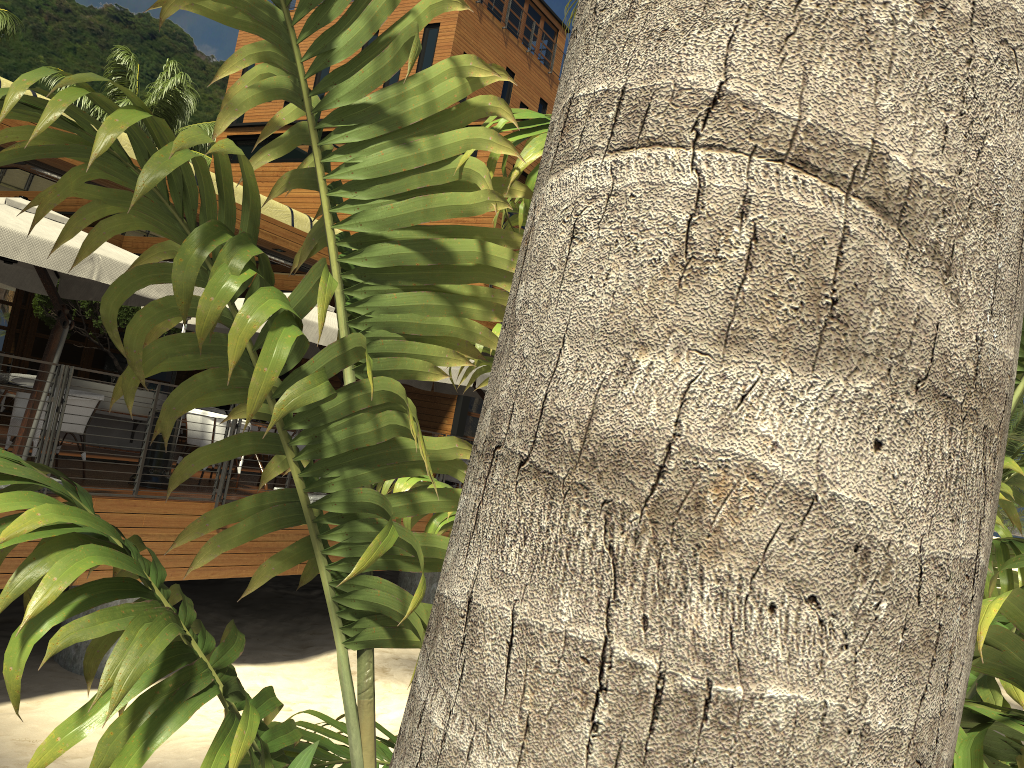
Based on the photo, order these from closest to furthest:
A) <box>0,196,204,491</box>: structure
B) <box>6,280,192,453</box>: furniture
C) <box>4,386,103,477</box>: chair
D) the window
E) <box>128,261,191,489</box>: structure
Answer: <box>0,196,204,491</box>: structure → <box>4,386,103,477</box>: chair → <box>128,261,191,489</box>: structure → <box>6,280,192,453</box>: furniture → the window

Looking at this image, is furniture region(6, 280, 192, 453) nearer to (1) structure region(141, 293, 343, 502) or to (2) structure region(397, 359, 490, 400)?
(1) structure region(141, 293, 343, 502)

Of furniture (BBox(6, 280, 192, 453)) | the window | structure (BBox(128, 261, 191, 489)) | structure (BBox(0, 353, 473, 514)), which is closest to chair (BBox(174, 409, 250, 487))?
structure (BBox(128, 261, 191, 489))

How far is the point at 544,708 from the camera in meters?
0.6 m

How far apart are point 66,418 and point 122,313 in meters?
4.2

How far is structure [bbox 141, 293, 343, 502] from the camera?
8.9m

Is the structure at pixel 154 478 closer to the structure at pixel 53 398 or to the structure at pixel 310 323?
the structure at pixel 53 398

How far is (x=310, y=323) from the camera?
8.9 meters

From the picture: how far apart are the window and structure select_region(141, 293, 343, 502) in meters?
5.2

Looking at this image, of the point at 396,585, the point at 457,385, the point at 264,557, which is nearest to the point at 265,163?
the point at 396,585
